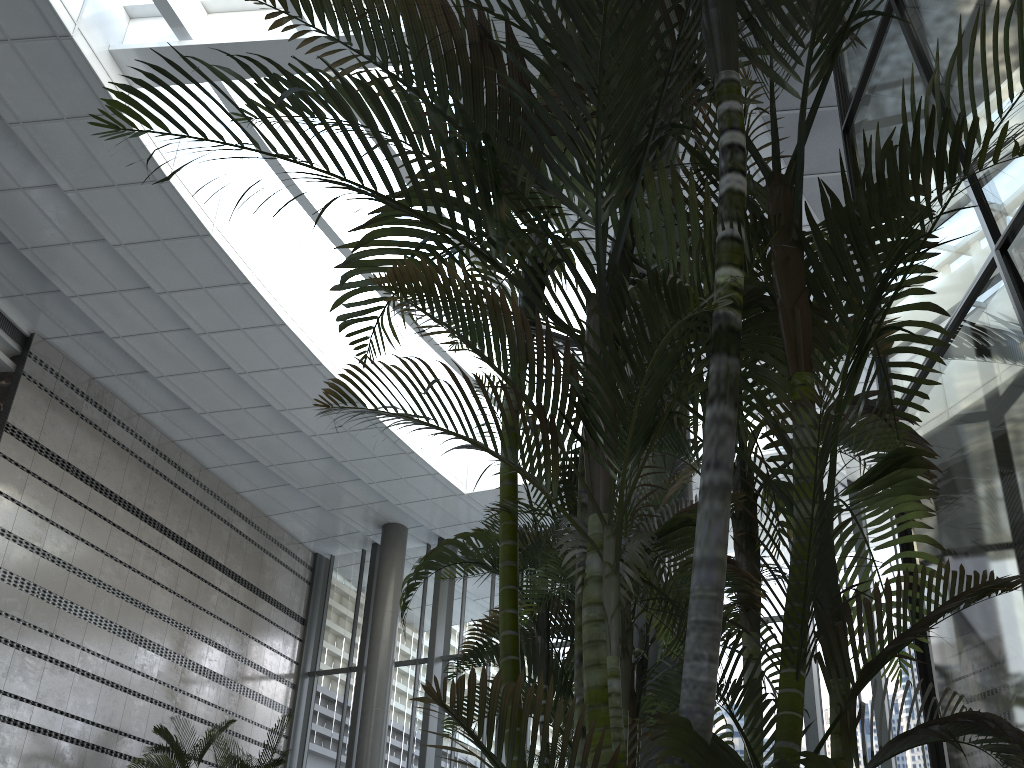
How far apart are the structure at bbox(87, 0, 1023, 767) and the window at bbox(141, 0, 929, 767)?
7.5 meters

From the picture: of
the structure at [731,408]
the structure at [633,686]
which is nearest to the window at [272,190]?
the structure at [731,408]

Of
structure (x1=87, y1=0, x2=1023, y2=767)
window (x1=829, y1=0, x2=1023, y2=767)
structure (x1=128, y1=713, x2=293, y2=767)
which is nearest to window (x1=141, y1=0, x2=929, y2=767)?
structure (x1=128, y1=713, x2=293, y2=767)

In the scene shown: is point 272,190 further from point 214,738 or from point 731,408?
point 731,408

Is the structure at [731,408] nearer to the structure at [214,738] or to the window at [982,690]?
the window at [982,690]

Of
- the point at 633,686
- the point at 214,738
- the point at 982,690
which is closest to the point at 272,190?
the point at 214,738

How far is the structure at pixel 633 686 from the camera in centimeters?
299cm

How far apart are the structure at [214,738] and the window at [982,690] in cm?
954

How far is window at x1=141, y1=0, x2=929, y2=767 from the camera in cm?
1153

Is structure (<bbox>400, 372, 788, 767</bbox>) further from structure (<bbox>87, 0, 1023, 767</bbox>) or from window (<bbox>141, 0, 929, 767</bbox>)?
window (<bbox>141, 0, 929, 767</bbox>)
